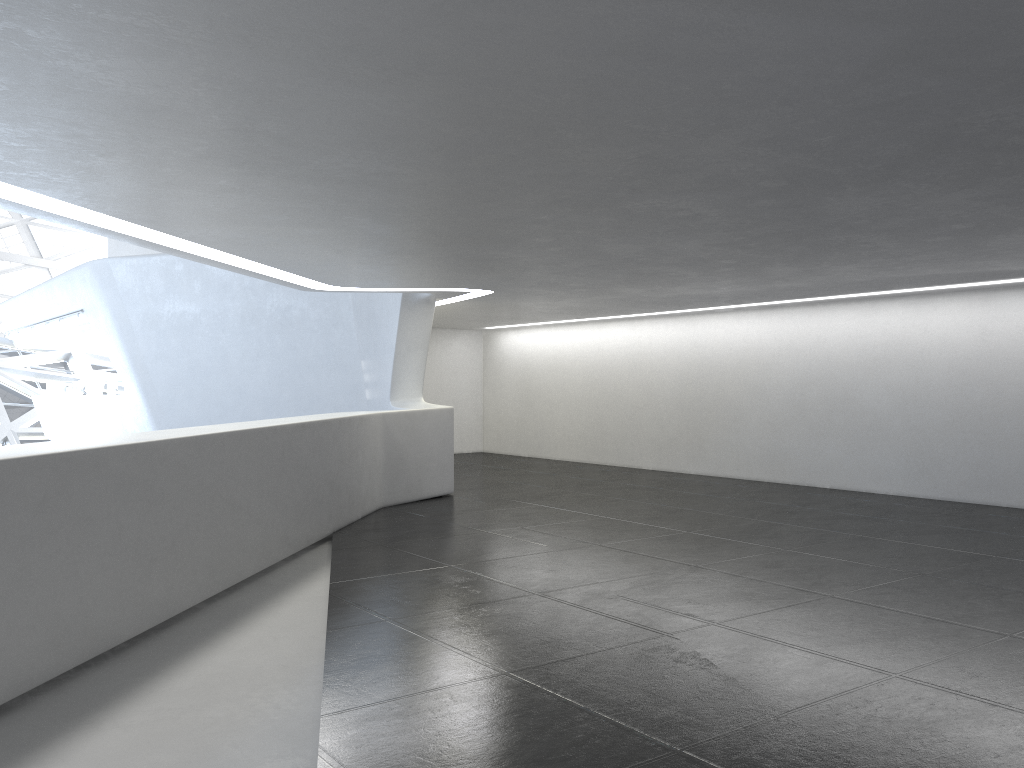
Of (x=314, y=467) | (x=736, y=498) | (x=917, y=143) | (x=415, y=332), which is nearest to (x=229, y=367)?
(x=415, y=332)
